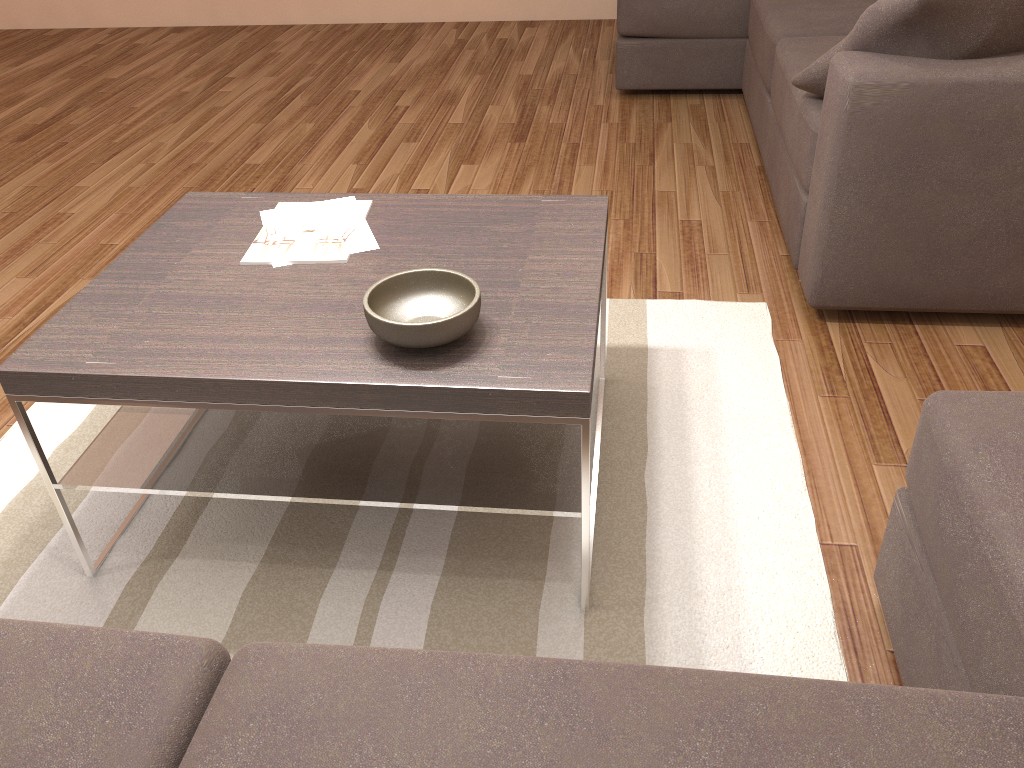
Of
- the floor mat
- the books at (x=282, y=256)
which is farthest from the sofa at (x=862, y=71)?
the books at (x=282, y=256)

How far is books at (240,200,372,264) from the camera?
2.0 meters

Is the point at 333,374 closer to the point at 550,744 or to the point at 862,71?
the point at 550,744

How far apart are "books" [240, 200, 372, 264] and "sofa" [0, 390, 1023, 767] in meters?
1.0

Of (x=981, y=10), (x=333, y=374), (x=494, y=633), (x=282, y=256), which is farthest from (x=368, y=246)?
(x=981, y=10)

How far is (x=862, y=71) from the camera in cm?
231

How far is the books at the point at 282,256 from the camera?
1.98m

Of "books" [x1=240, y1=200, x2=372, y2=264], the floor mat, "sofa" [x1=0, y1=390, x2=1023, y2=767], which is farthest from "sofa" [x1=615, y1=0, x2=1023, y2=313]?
"books" [x1=240, y1=200, x2=372, y2=264]

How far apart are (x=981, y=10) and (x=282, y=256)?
1.8m

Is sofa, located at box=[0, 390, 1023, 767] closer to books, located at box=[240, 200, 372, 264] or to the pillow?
books, located at box=[240, 200, 372, 264]
